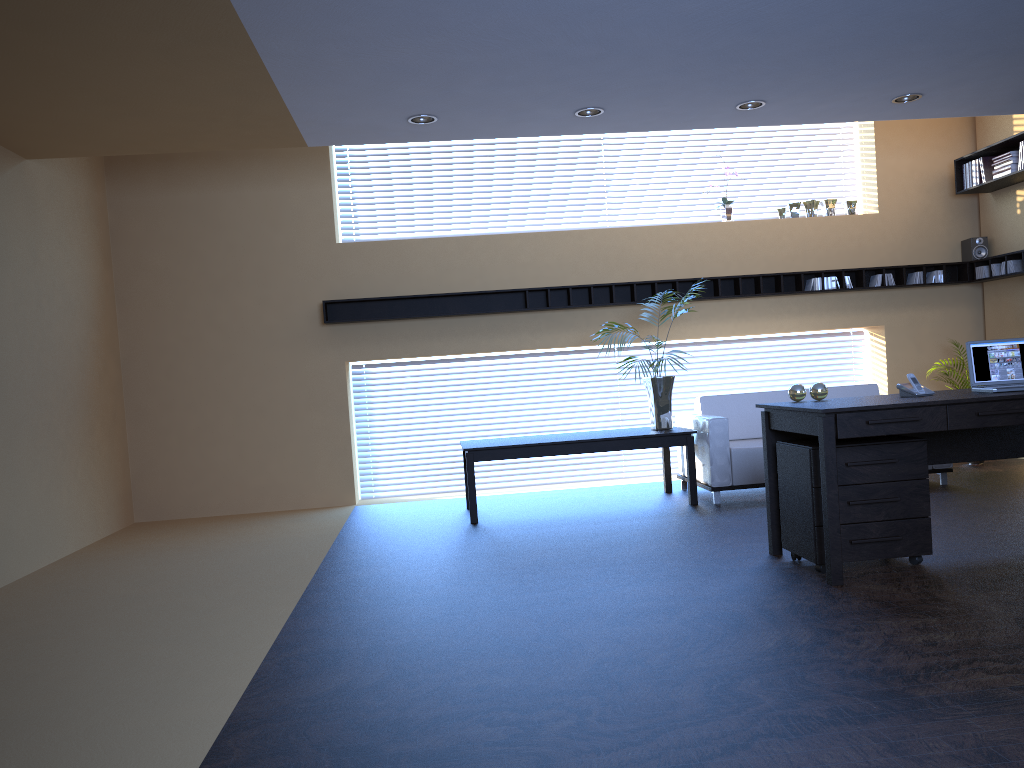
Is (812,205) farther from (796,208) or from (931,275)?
(931,275)

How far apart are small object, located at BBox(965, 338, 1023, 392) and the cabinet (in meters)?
0.50

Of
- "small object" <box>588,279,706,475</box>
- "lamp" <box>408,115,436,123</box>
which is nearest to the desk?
"small object" <box>588,279,706,475</box>

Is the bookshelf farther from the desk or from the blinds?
the blinds

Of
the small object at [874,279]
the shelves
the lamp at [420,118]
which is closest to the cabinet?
the lamp at [420,118]

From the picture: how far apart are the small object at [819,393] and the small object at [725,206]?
4.2m

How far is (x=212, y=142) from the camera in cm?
660

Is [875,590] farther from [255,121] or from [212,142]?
[212,142]

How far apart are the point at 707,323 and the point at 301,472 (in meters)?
4.27

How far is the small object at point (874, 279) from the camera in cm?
891
